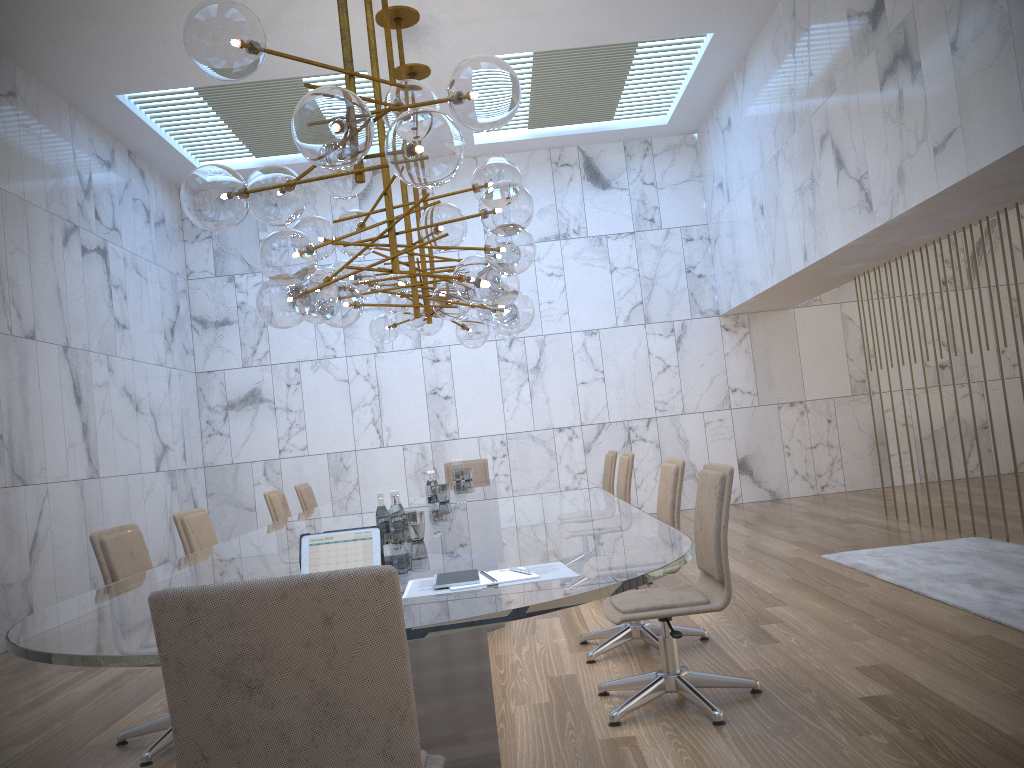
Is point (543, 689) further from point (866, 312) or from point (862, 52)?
point (866, 312)

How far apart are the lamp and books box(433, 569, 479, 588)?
1.4m

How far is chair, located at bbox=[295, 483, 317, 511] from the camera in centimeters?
778cm

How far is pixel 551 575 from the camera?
2.4m

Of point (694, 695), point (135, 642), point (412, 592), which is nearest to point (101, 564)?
point (135, 642)

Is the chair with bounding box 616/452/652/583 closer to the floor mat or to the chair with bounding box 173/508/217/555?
the floor mat

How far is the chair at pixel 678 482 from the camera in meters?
4.7 m

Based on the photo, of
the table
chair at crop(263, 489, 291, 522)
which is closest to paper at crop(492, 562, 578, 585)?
the table

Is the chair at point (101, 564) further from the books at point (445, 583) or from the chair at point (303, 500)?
the chair at point (303, 500)

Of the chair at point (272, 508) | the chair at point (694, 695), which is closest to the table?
the chair at point (694, 695)
